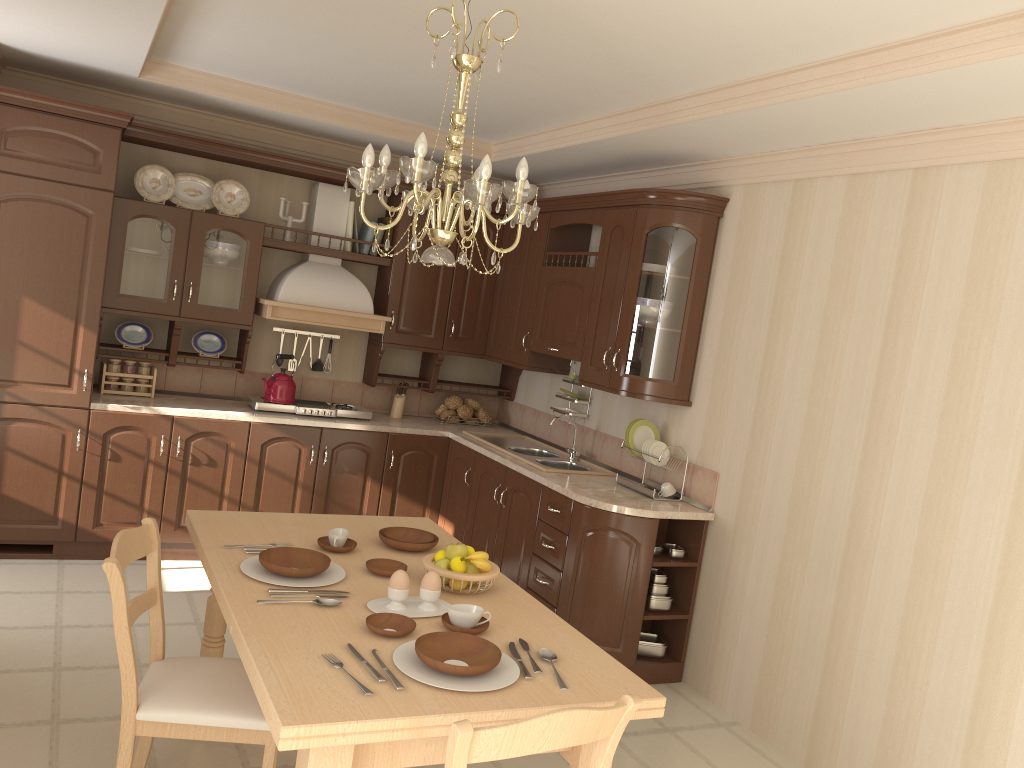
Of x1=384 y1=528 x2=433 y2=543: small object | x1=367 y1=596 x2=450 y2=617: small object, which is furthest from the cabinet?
x1=367 y1=596 x2=450 y2=617: small object

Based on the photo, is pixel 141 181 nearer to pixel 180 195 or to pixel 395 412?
pixel 180 195

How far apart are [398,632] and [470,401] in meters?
3.8

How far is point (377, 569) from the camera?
2.6 meters

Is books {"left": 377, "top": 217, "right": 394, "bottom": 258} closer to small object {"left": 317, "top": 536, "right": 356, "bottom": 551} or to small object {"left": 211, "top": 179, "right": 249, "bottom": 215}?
small object {"left": 211, "top": 179, "right": 249, "bottom": 215}

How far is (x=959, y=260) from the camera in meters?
3.1 m

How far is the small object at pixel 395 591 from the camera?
2.4 meters

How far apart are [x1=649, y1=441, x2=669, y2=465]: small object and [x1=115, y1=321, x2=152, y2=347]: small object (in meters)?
2.91

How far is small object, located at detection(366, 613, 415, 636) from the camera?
2.2m

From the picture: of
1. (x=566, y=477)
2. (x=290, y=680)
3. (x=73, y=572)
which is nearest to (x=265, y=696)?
(x=290, y=680)
